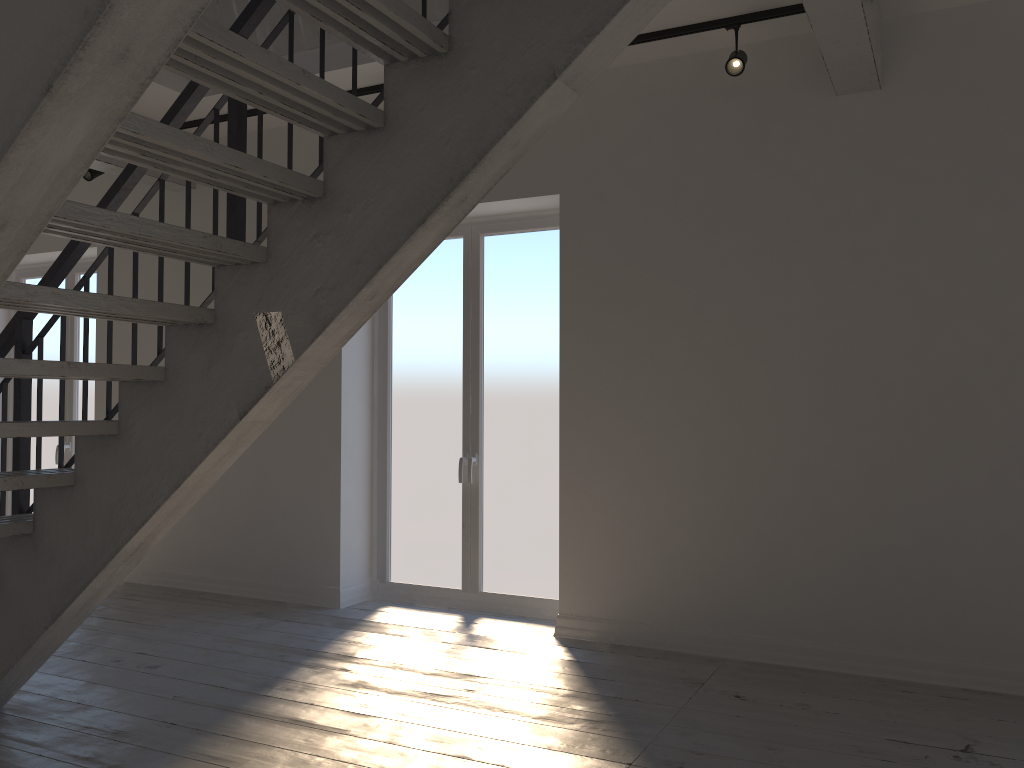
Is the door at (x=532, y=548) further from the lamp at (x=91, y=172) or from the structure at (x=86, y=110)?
the lamp at (x=91, y=172)

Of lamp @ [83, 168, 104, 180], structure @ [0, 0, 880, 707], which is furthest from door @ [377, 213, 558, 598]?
lamp @ [83, 168, 104, 180]

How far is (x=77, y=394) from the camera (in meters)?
6.88

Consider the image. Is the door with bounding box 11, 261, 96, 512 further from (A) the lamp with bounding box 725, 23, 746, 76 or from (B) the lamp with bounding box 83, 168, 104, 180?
(A) the lamp with bounding box 725, 23, 746, 76

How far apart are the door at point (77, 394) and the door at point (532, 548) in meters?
2.7

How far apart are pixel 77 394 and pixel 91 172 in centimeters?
191cm

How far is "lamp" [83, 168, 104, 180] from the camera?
5.8 meters

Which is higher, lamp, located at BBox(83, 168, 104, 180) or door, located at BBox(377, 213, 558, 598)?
lamp, located at BBox(83, 168, 104, 180)

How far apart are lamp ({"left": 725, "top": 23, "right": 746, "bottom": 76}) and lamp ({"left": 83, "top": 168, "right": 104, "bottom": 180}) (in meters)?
4.17

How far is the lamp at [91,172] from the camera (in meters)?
5.83
